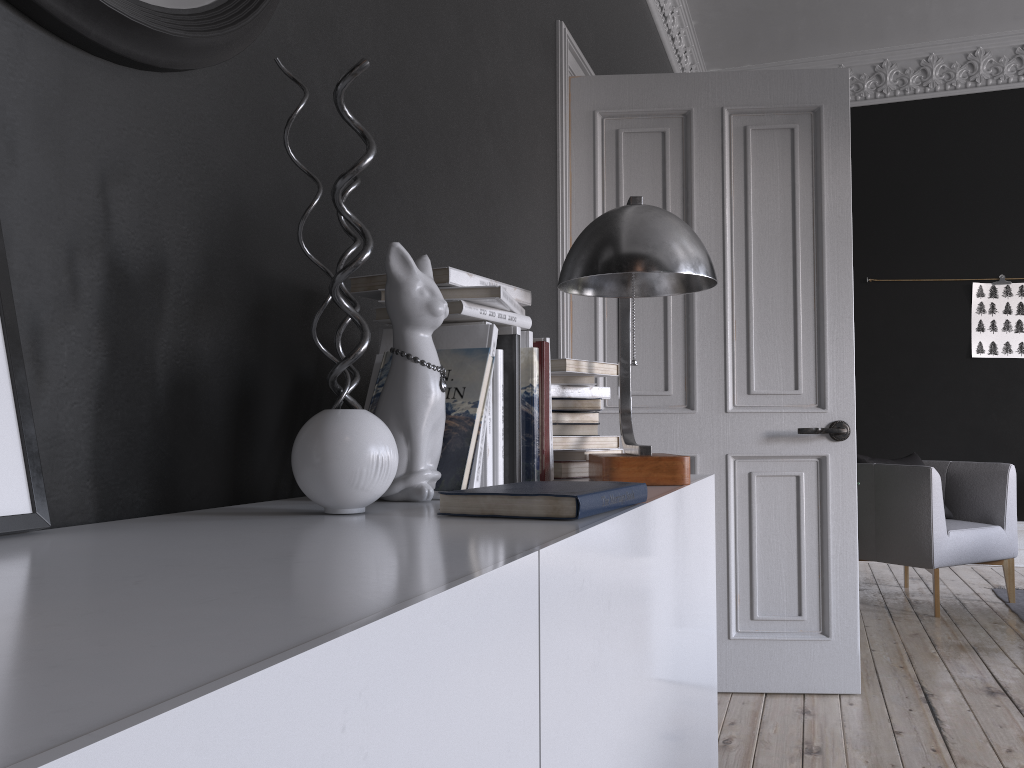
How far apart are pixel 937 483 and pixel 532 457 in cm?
376

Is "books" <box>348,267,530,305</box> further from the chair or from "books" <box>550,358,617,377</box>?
the chair

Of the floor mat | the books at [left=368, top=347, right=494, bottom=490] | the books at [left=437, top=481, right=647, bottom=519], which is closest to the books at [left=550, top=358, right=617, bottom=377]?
the books at [left=368, top=347, right=494, bottom=490]

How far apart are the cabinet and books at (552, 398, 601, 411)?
0.28m

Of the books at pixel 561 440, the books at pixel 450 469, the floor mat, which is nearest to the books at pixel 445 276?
the books at pixel 450 469

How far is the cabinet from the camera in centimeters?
36cm

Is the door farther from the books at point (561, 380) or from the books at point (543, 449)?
the books at point (543, 449)

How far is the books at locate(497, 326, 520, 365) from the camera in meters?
1.7

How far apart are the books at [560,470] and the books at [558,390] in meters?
0.2 m

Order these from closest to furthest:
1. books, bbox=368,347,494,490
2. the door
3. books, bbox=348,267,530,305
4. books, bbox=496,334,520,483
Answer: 1. books, bbox=368,347,494,490
2. books, bbox=348,267,530,305
3. books, bbox=496,334,520,483
4. the door
